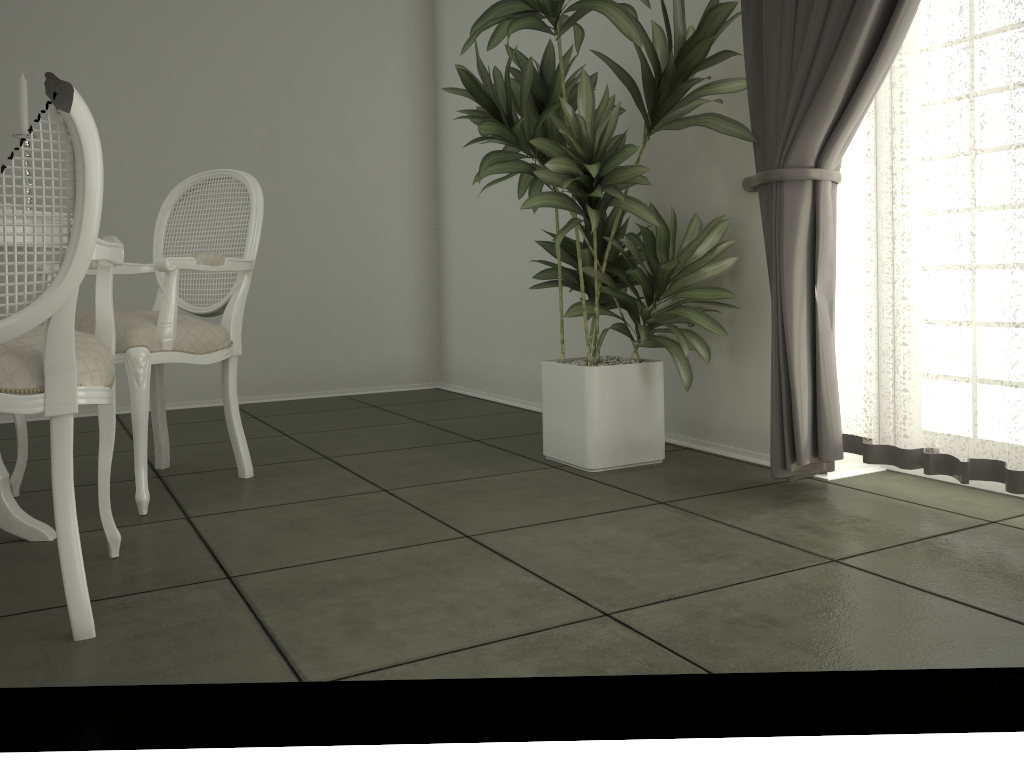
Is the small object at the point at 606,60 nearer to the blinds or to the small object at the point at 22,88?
the blinds

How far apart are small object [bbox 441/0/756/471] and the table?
1.3 meters

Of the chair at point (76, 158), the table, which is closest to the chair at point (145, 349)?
the table

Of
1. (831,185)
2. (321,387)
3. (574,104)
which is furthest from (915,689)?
(321,387)

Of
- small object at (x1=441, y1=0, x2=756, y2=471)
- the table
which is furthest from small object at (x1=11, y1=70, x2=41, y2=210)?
small object at (x1=441, y1=0, x2=756, y2=471)

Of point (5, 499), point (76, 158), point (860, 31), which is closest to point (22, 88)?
point (76, 158)

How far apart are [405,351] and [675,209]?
2.37m

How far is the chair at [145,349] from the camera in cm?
251

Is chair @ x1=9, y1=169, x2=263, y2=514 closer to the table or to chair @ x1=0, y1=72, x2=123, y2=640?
the table

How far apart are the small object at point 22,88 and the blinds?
1.93m
